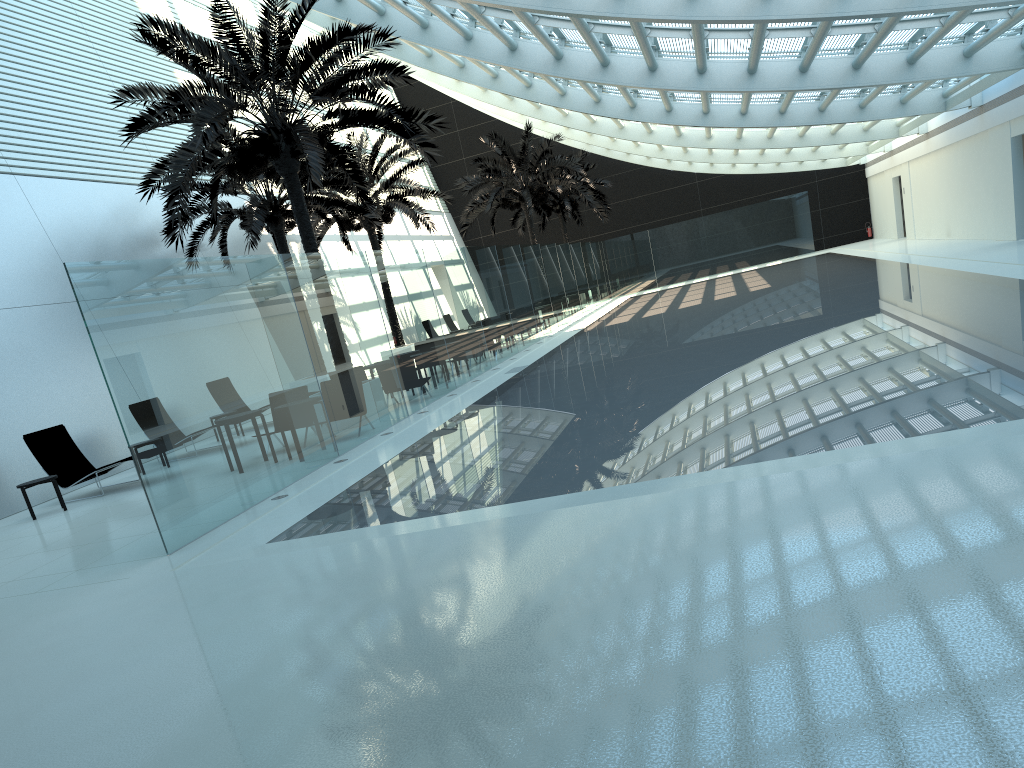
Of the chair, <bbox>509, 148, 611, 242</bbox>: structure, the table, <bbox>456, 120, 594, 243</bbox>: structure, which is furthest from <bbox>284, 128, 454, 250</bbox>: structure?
the table

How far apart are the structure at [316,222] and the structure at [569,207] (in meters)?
12.38

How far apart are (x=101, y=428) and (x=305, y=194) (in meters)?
7.25

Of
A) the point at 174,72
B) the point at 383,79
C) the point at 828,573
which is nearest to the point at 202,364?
the point at 828,573

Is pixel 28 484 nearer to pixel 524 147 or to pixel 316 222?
pixel 316 222

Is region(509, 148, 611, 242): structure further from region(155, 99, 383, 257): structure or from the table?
the table

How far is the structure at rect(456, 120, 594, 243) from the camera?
31.4 meters

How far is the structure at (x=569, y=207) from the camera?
39.21m

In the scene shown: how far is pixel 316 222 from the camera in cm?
2522

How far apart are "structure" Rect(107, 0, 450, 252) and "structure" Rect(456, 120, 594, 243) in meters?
14.6
